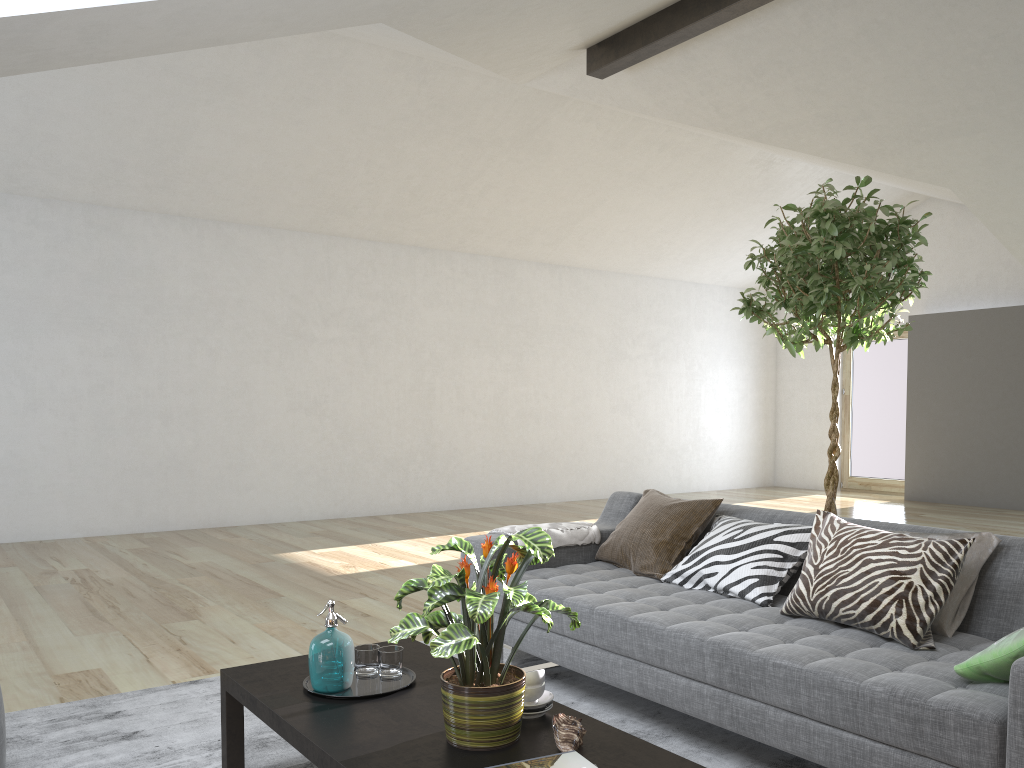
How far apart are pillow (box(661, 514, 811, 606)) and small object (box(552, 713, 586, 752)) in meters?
1.2 m

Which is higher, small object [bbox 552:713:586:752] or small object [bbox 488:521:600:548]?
small object [bbox 488:521:600:548]

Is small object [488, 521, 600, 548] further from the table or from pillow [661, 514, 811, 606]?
the table

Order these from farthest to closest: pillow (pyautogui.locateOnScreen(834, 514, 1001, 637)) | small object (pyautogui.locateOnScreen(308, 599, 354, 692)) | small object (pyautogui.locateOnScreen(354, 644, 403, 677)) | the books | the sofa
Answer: pillow (pyautogui.locateOnScreen(834, 514, 1001, 637)) < small object (pyautogui.locateOnScreen(354, 644, 403, 677)) < small object (pyautogui.locateOnScreen(308, 599, 354, 692)) < the sofa < the books

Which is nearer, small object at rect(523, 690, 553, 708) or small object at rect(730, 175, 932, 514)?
small object at rect(523, 690, 553, 708)

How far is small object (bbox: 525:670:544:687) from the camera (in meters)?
2.15

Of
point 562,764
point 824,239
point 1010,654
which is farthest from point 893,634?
point 824,239

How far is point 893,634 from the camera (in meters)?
2.52

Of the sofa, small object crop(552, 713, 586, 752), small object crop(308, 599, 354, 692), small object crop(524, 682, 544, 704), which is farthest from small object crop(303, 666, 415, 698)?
the sofa

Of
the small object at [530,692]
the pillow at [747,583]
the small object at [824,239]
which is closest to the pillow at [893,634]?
the pillow at [747,583]
